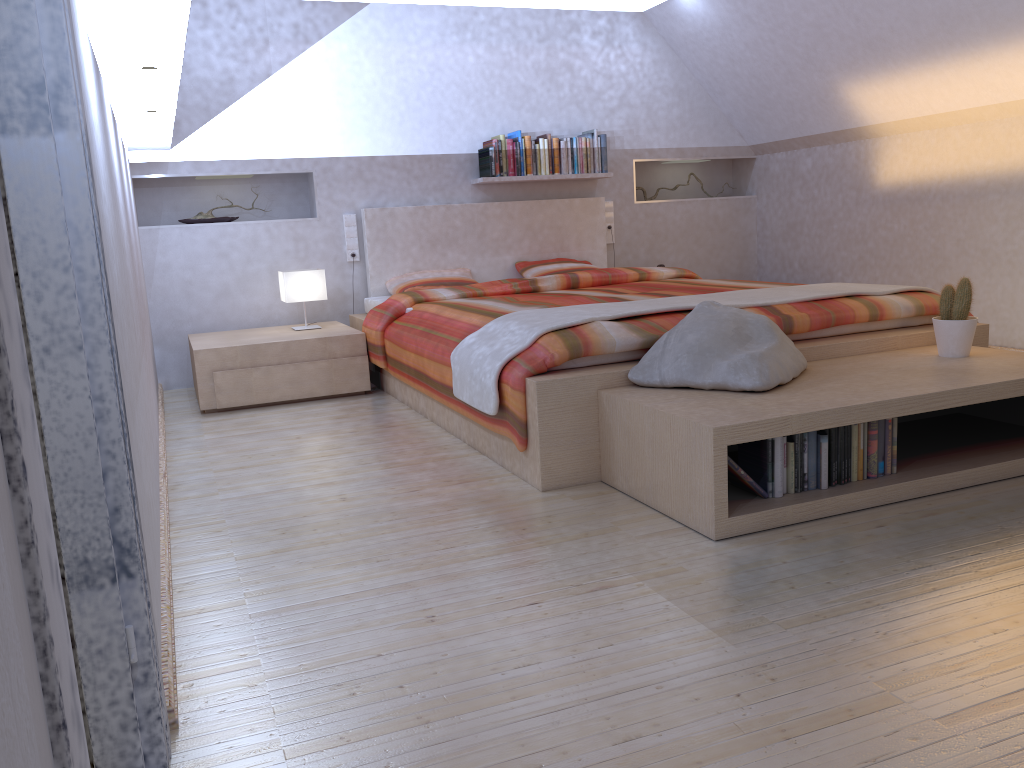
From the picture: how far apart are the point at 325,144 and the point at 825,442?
3.86m

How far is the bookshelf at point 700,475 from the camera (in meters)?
2.34

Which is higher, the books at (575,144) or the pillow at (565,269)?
the books at (575,144)

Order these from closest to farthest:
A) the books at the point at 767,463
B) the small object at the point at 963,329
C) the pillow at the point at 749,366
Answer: the books at the point at 767,463 < the pillow at the point at 749,366 < the small object at the point at 963,329

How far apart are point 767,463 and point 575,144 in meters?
3.7 m

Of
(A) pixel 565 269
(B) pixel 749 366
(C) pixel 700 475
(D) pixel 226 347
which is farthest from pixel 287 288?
(C) pixel 700 475

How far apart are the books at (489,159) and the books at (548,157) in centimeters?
22cm

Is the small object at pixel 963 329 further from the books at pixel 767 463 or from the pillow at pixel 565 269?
the pillow at pixel 565 269

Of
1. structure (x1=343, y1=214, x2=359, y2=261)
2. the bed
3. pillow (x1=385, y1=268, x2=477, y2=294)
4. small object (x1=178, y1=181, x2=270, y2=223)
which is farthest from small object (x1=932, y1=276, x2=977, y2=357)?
small object (x1=178, y1=181, x2=270, y2=223)

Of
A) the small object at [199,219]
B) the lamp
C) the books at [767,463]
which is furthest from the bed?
the small object at [199,219]
